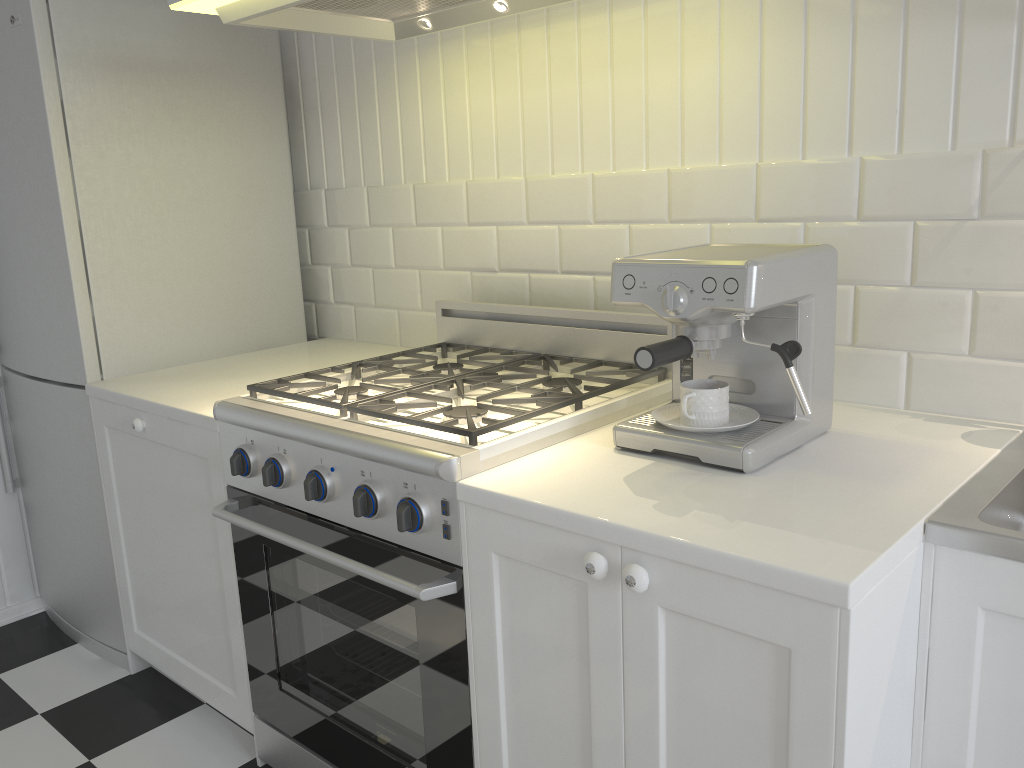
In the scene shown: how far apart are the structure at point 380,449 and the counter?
0.62m

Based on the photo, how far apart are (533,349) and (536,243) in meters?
0.3

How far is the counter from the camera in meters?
1.1

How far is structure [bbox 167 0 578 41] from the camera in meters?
1.7 m

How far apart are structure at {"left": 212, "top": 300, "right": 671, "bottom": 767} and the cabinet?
0.0m

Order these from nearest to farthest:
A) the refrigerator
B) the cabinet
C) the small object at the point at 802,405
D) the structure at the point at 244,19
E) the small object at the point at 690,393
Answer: the cabinet → the small object at the point at 802,405 → the small object at the point at 690,393 → the structure at the point at 244,19 → the refrigerator

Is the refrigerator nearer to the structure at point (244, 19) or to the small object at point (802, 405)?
the structure at point (244, 19)

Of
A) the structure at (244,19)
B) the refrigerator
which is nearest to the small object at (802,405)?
the structure at (244,19)

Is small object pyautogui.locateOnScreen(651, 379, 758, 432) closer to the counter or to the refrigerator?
the counter

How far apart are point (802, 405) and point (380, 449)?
0.7 meters
